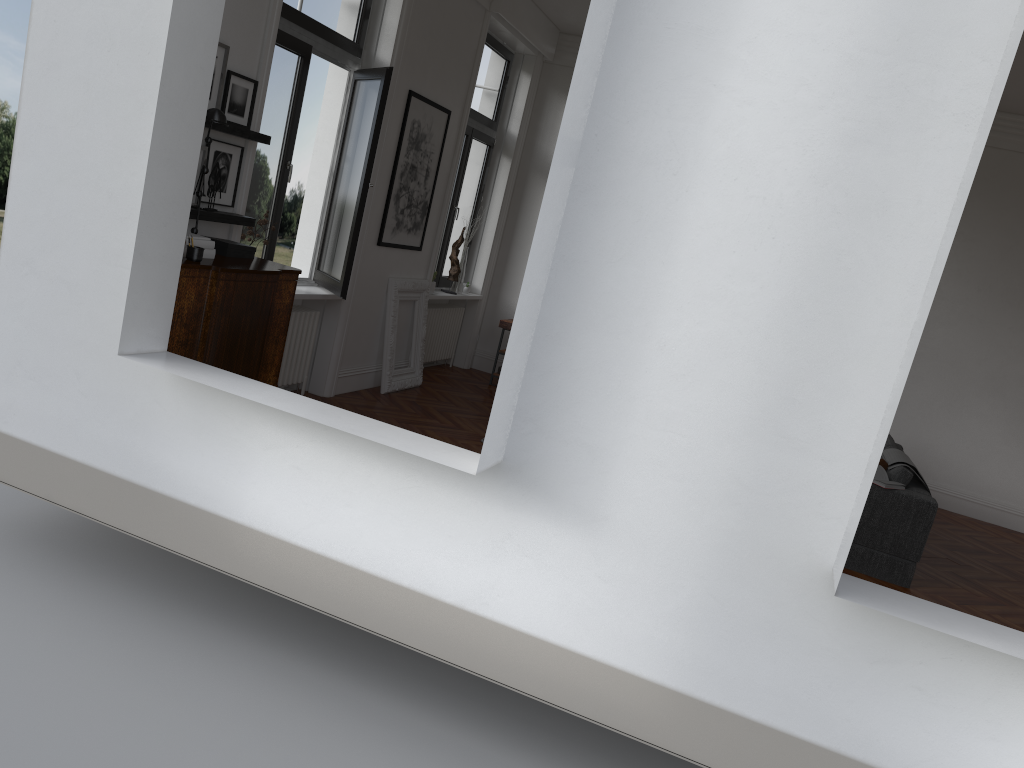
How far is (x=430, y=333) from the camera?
9.7 meters

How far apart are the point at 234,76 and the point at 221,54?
0.18m

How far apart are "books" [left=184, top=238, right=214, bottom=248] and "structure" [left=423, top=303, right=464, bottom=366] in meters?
4.7 m

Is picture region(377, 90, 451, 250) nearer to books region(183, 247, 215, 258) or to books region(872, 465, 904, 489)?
books region(183, 247, 215, 258)

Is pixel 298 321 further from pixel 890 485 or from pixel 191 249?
pixel 890 485

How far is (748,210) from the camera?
3.1 meters

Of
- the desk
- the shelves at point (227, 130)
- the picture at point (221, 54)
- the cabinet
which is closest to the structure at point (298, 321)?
the cabinet

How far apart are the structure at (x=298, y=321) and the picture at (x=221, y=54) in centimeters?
205cm

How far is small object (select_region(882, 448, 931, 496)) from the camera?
6.6m

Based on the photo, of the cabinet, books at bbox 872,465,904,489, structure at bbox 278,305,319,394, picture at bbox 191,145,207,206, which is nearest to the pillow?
books at bbox 872,465,904,489
